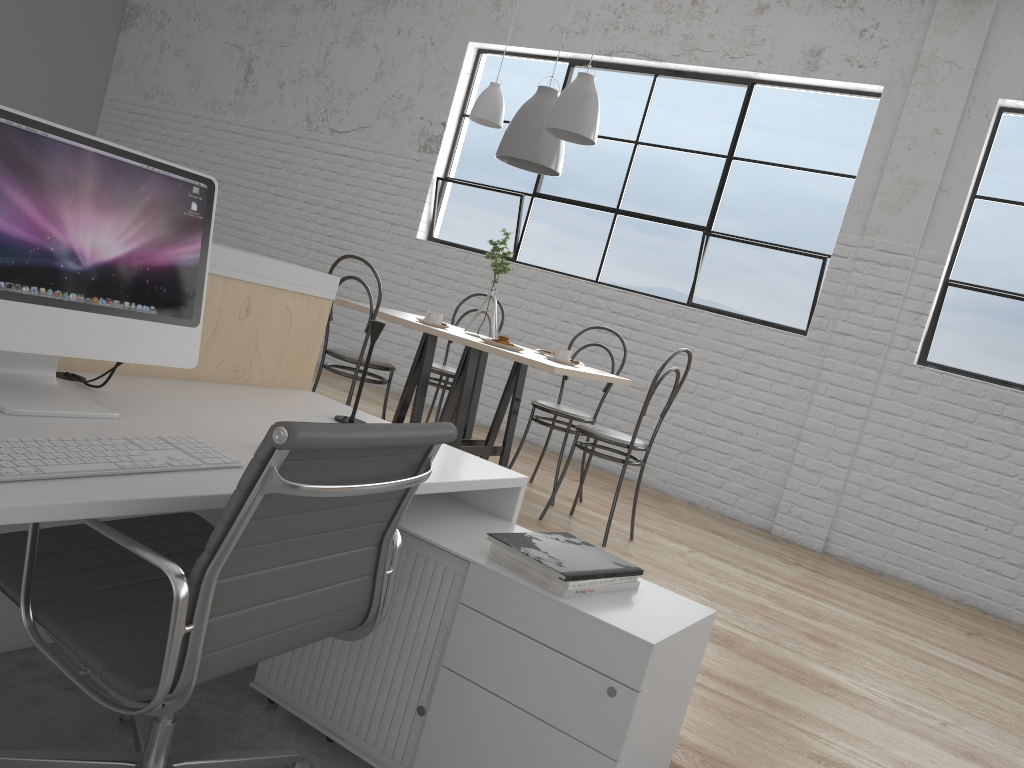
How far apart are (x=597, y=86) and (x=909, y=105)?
1.61m

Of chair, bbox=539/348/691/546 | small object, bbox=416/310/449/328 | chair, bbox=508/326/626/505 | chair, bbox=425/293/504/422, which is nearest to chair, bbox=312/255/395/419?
small object, bbox=416/310/449/328

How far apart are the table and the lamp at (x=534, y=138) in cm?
68

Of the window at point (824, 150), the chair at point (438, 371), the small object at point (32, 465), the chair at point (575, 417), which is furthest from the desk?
the window at point (824, 150)

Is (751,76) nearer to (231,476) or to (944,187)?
(944,187)

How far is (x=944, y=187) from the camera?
3.8m

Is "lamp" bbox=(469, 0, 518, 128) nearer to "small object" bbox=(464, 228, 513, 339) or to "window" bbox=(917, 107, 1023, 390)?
"small object" bbox=(464, 228, 513, 339)

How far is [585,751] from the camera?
1.3m

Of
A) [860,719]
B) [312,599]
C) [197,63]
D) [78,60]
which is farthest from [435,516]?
[78,60]

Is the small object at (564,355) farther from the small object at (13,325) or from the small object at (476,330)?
the small object at (13,325)
